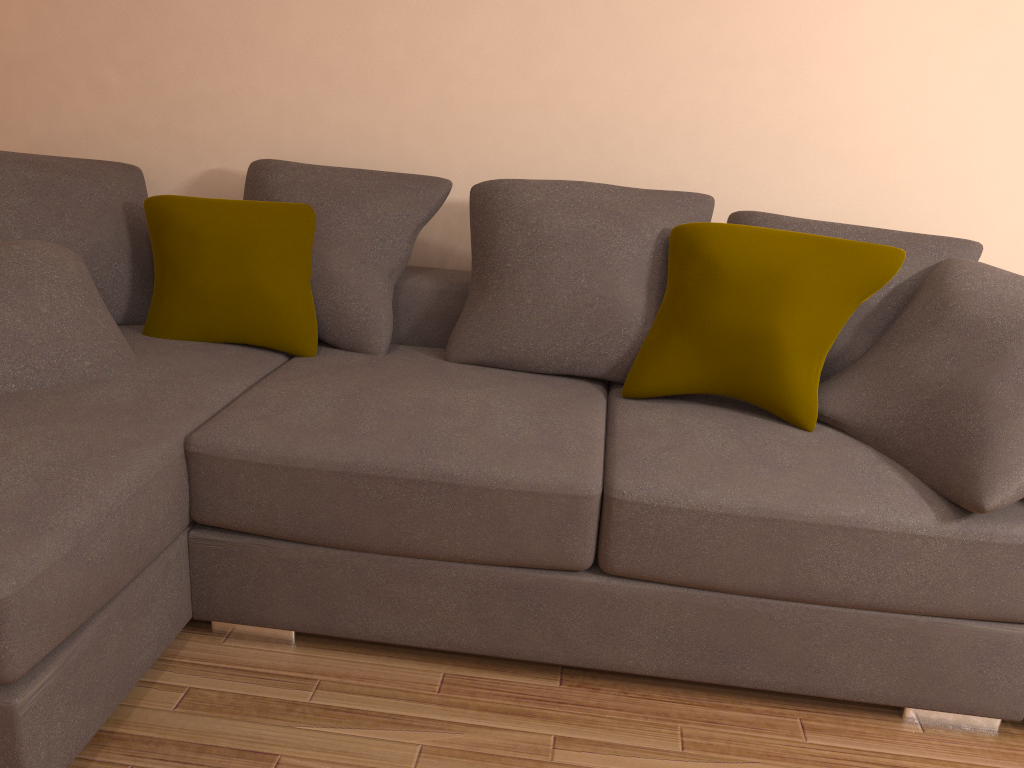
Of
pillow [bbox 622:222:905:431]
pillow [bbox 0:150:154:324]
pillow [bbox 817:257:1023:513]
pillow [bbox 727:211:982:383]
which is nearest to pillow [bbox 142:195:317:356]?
pillow [bbox 0:150:154:324]

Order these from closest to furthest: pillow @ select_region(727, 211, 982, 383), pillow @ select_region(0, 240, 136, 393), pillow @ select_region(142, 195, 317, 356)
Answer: pillow @ select_region(0, 240, 136, 393)
pillow @ select_region(727, 211, 982, 383)
pillow @ select_region(142, 195, 317, 356)

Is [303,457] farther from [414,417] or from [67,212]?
[67,212]

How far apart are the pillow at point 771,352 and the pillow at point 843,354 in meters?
0.2 m

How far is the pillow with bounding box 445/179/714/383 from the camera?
2.6 meters

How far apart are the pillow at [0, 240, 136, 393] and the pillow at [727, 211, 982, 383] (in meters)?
1.89

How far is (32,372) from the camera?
2.22m

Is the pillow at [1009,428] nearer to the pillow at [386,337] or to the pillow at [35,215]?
the pillow at [386,337]

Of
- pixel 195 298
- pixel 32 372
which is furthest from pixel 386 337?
pixel 32 372

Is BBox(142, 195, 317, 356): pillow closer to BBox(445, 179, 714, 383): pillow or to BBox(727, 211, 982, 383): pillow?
BBox(445, 179, 714, 383): pillow
